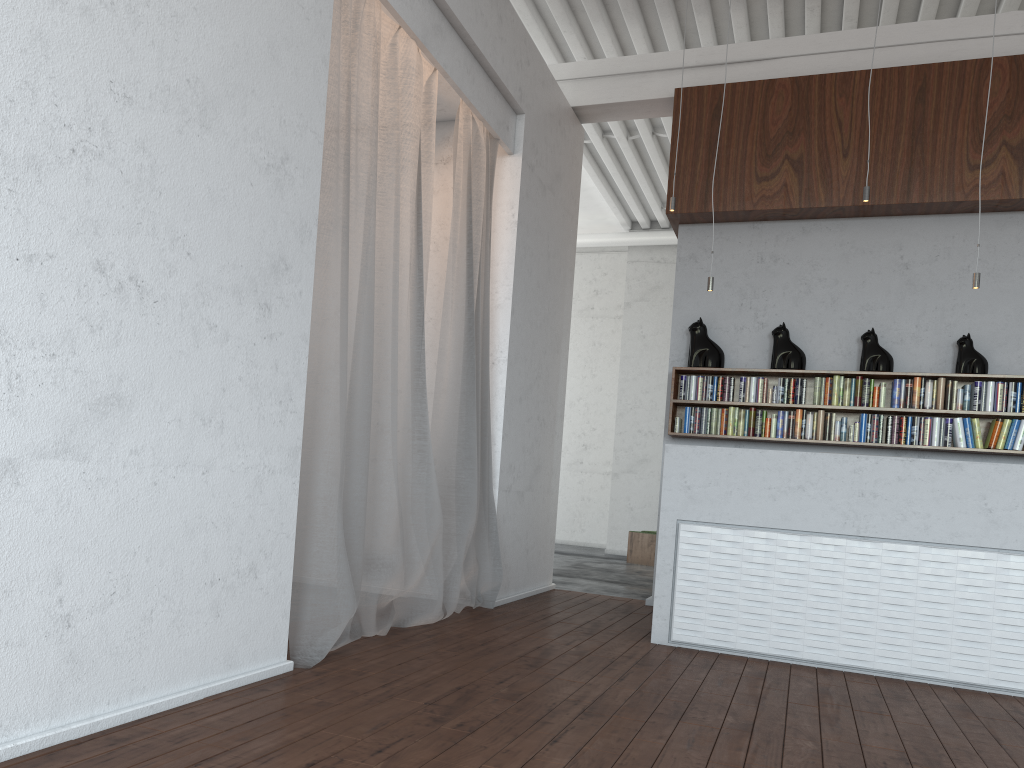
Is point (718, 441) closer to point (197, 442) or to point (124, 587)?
point (197, 442)
